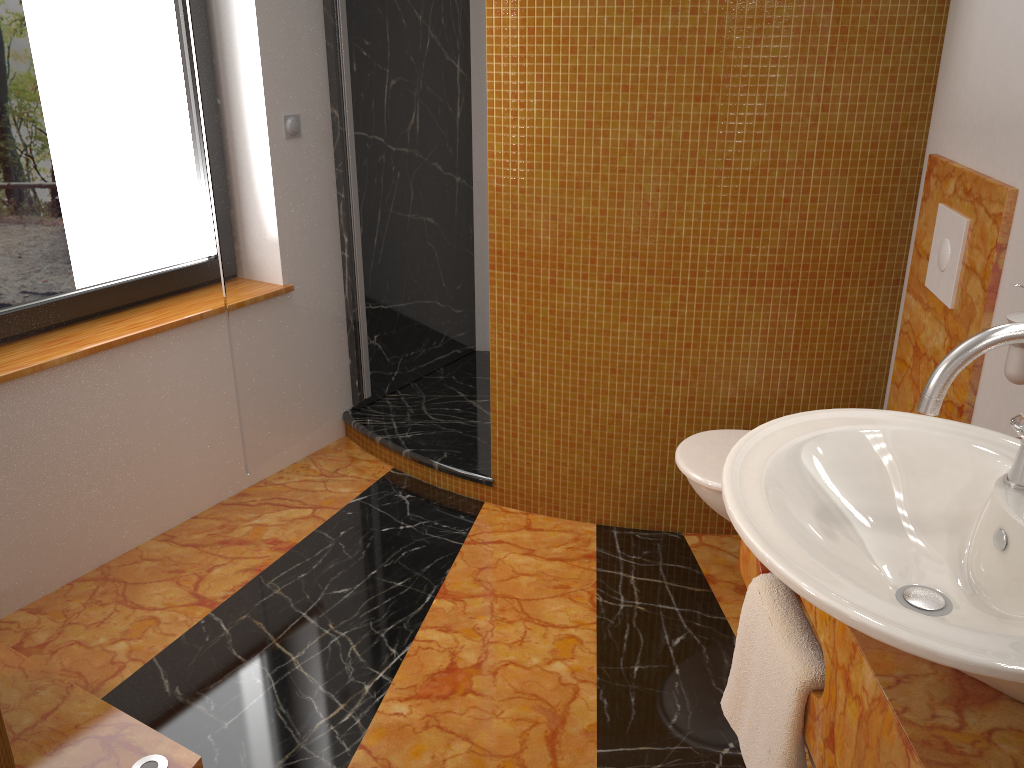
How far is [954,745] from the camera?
0.85m

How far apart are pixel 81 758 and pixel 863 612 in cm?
162

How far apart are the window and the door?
0.3 meters

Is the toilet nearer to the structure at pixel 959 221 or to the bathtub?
the structure at pixel 959 221

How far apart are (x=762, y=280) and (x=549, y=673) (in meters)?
1.18

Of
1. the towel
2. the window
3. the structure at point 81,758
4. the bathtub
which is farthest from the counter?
the window

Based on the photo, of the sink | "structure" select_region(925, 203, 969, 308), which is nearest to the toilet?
"structure" select_region(925, 203, 969, 308)

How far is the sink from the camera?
0.8m

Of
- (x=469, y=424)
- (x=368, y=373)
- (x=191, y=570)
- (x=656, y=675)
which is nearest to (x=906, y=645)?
(x=656, y=675)

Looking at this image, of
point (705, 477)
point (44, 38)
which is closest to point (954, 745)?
point (705, 477)
